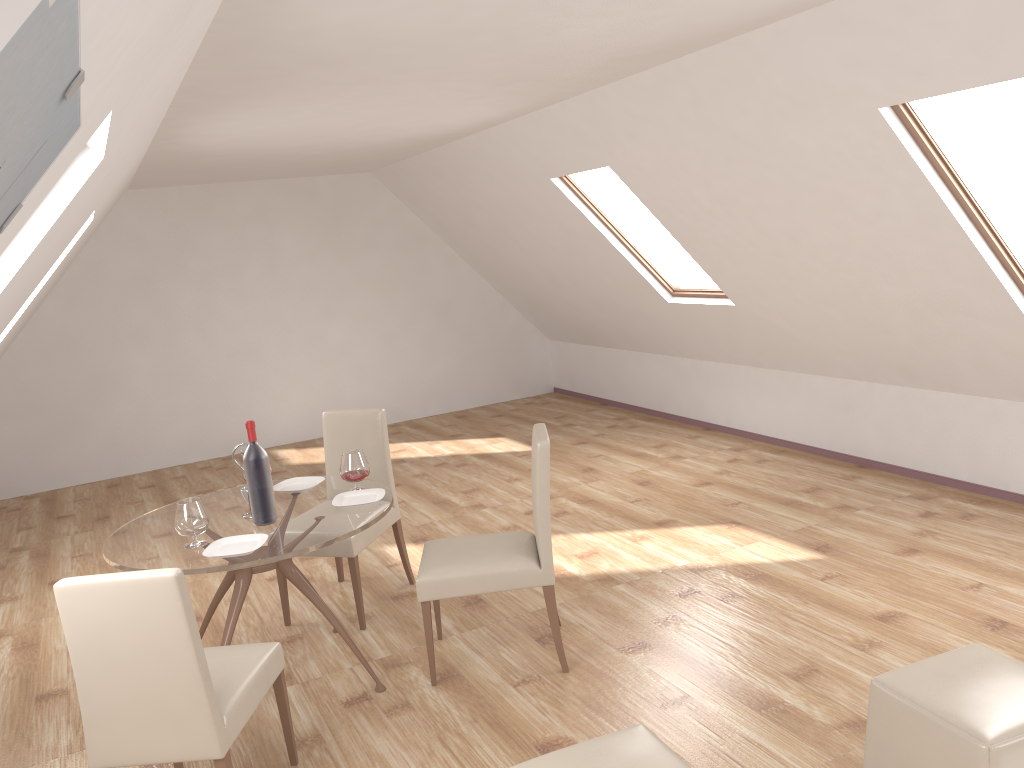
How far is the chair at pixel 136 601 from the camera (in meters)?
2.56

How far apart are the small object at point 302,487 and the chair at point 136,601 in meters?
1.1

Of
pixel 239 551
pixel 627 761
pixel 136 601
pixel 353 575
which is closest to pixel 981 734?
pixel 627 761

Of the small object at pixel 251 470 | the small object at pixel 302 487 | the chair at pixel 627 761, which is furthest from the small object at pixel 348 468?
the chair at pixel 627 761

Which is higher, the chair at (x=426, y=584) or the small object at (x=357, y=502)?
the small object at (x=357, y=502)

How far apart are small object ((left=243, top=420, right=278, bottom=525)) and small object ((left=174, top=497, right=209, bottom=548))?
0.2 meters

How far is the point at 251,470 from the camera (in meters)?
3.60

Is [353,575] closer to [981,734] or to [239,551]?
[239,551]

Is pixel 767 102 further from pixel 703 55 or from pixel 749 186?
pixel 749 186

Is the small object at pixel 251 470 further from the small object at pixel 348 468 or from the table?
the small object at pixel 348 468
